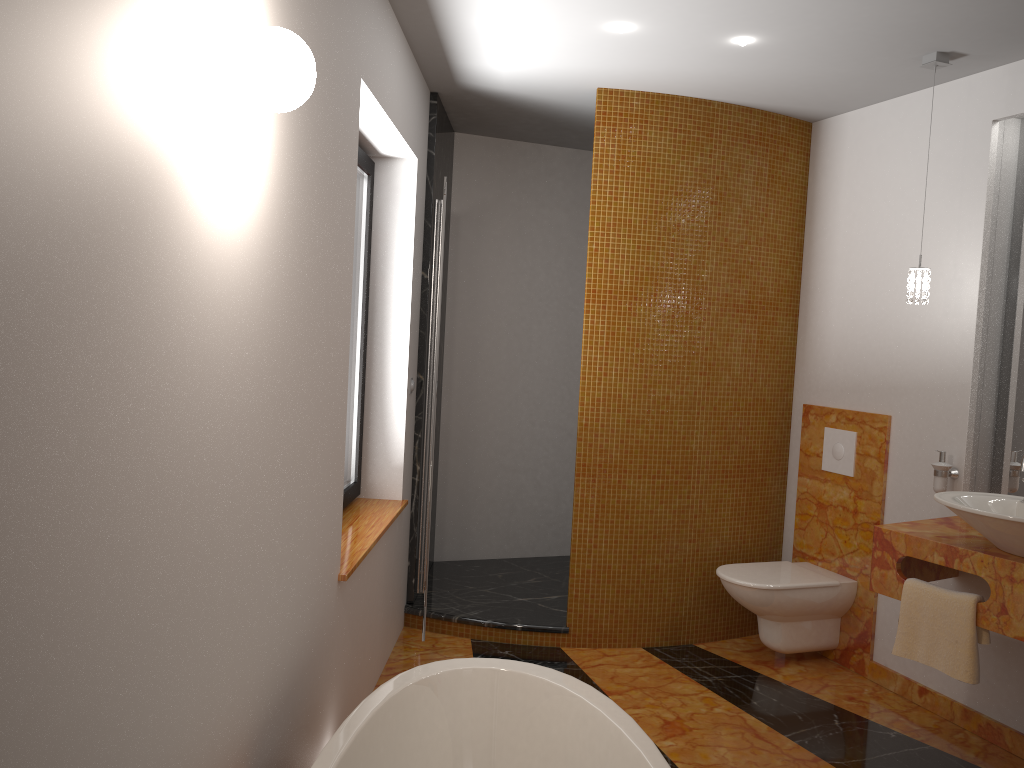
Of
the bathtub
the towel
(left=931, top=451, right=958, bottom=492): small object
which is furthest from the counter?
the bathtub

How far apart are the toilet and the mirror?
0.7m

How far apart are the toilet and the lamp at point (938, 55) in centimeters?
130cm

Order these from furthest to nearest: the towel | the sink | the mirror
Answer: the mirror, the towel, the sink

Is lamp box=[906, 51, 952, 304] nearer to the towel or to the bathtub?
the towel

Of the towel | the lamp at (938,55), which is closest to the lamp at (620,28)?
the lamp at (938,55)

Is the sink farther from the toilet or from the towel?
the toilet

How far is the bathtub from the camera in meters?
2.1

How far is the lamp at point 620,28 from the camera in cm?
311

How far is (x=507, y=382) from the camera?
5.1m
